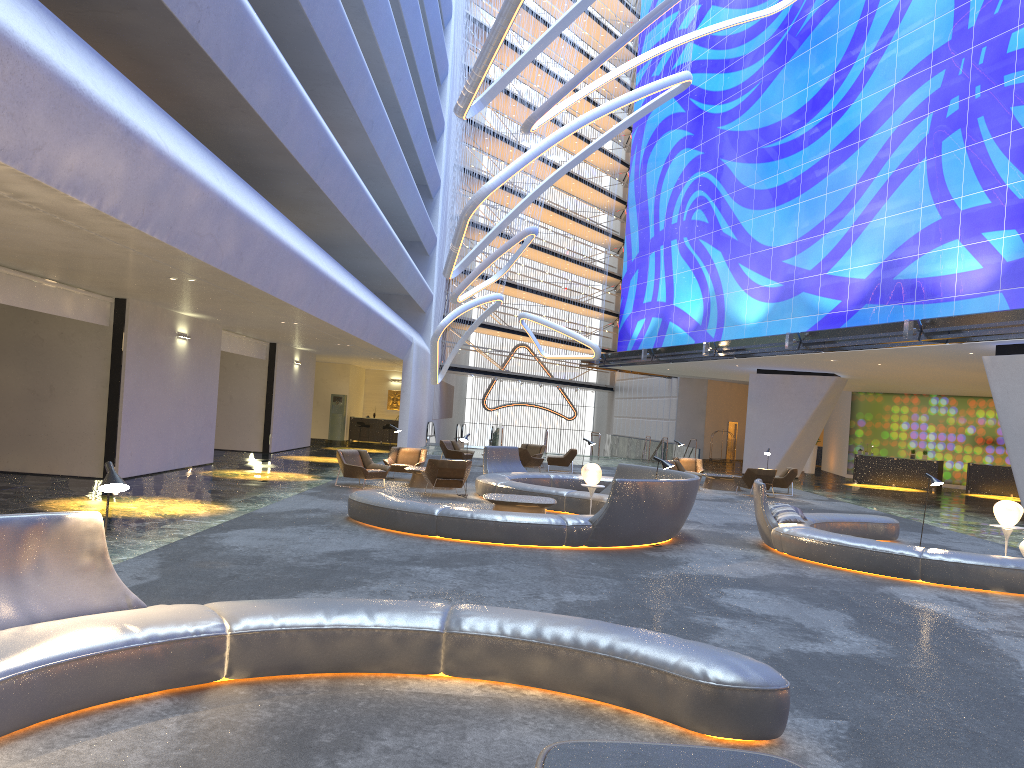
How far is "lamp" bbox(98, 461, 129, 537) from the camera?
5.4m

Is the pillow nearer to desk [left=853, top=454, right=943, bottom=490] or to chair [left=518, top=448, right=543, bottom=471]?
chair [left=518, top=448, right=543, bottom=471]

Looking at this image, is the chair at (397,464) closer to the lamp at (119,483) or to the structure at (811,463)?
the lamp at (119,483)

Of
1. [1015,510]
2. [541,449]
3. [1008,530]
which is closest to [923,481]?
[541,449]

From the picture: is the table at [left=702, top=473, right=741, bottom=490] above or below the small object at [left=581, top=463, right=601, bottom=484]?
below

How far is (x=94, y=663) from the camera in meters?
4.7

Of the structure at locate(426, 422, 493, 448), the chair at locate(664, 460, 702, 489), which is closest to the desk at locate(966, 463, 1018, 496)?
the chair at locate(664, 460, 702, 489)

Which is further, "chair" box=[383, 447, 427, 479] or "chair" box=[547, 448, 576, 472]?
"chair" box=[547, 448, 576, 472]

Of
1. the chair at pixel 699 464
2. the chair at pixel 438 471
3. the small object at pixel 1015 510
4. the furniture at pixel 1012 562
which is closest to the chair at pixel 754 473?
the chair at pixel 699 464

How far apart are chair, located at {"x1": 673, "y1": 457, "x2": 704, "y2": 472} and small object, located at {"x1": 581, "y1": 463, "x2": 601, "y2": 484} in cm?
1198
